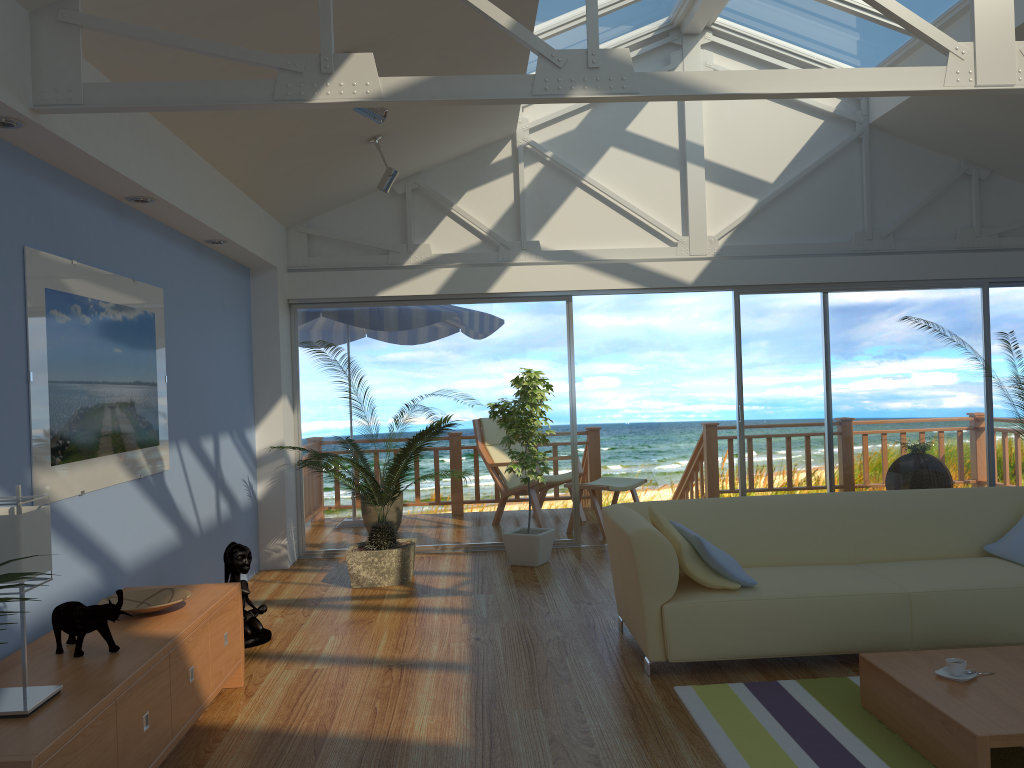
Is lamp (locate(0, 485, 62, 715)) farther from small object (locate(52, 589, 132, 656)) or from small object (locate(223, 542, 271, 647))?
small object (locate(223, 542, 271, 647))

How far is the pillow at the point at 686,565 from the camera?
3.9m

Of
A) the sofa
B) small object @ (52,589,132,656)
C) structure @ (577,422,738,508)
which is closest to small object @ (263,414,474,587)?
the sofa

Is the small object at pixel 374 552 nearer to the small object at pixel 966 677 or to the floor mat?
the floor mat

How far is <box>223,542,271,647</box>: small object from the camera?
4.54m

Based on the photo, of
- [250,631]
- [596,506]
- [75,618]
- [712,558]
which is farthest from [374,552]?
[75,618]

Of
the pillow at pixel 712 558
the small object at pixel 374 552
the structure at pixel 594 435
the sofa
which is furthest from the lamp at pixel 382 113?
the structure at pixel 594 435

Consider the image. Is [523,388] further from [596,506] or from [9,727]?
[9,727]

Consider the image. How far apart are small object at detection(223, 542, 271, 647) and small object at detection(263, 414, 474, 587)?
0.8m

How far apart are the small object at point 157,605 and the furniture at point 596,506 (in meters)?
4.27
